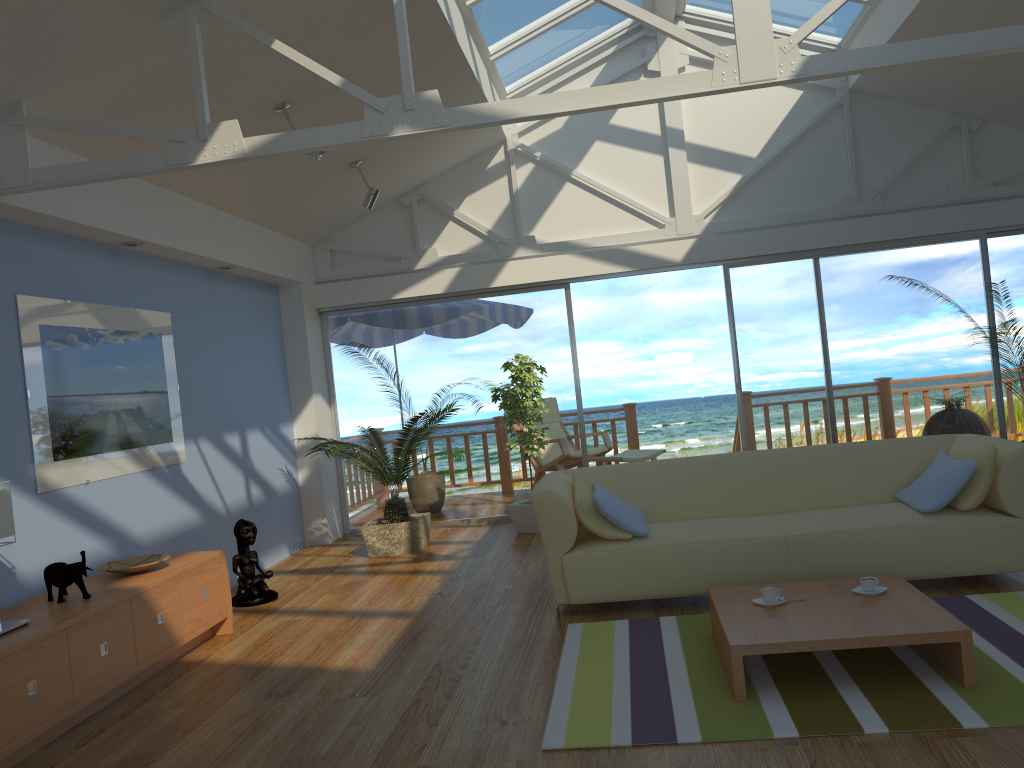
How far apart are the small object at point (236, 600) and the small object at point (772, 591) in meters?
3.2 m

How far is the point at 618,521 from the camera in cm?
440

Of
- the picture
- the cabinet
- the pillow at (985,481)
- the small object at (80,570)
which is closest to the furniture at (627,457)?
the pillow at (985,481)

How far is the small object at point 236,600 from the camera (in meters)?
5.43

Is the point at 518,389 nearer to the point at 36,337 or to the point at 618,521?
the point at 618,521

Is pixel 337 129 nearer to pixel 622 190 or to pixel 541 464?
pixel 622 190

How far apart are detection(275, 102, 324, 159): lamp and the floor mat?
2.9 meters

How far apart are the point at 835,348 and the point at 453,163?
3.5m

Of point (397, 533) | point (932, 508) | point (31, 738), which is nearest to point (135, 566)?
point (31, 738)

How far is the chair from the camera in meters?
8.6
